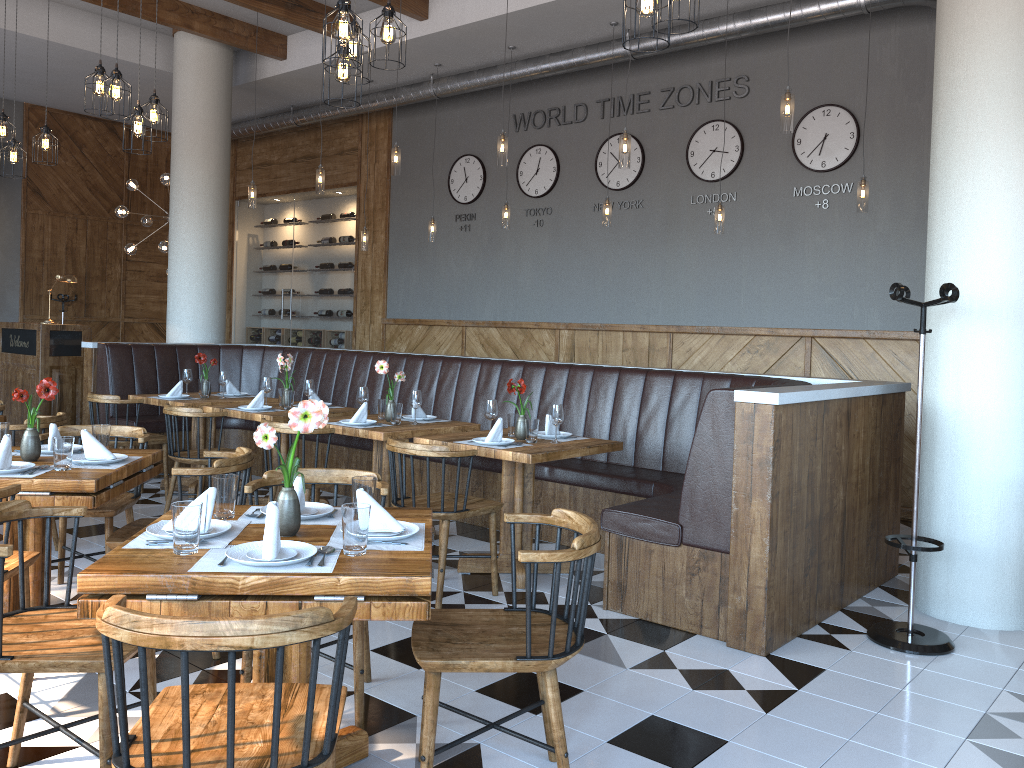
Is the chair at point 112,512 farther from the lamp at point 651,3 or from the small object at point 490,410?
the lamp at point 651,3

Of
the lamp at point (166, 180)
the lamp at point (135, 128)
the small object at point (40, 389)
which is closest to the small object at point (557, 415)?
the small object at point (40, 389)

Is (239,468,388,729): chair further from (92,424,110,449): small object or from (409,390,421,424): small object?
(409,390,421,424): small object

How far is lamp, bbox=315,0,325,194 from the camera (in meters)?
7.82

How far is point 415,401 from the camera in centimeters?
563cm

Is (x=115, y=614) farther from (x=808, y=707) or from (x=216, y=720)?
(x=808, y=707)

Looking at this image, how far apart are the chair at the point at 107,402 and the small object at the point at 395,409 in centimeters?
219cm

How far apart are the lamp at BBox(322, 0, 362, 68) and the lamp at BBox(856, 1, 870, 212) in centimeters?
389cm

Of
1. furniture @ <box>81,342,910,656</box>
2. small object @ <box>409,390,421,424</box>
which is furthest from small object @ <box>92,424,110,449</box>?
furniture @ <box>81,342,910,656</box>

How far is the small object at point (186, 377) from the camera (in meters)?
7.19
